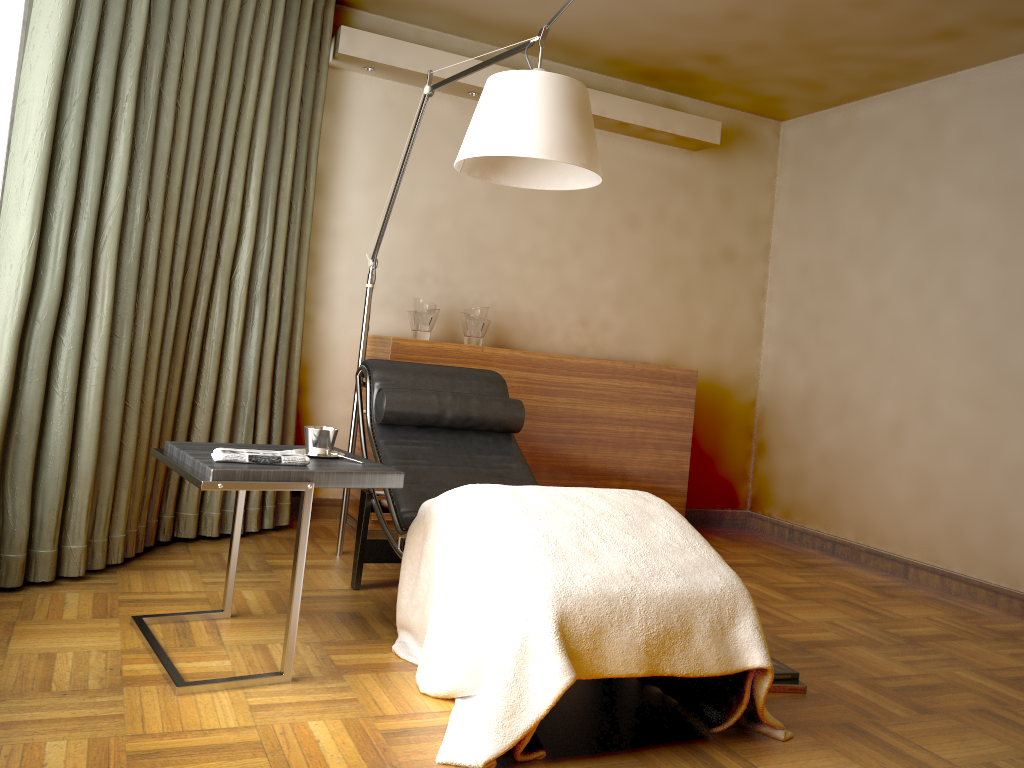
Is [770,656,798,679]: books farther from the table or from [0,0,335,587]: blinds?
[0,0,335,587]: blinds

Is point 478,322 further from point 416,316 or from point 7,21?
point 7,21

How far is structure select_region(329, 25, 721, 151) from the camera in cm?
400

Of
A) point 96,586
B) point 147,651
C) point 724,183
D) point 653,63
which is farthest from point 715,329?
point 147,651

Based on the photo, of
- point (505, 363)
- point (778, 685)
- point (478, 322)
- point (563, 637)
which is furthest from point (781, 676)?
point (478, 322)

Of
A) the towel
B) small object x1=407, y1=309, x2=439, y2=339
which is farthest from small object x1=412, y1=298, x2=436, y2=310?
the towel

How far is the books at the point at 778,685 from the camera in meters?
2.6

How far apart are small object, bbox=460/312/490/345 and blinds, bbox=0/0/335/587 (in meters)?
0.76

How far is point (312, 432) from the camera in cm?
252

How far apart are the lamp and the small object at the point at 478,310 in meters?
0.7
